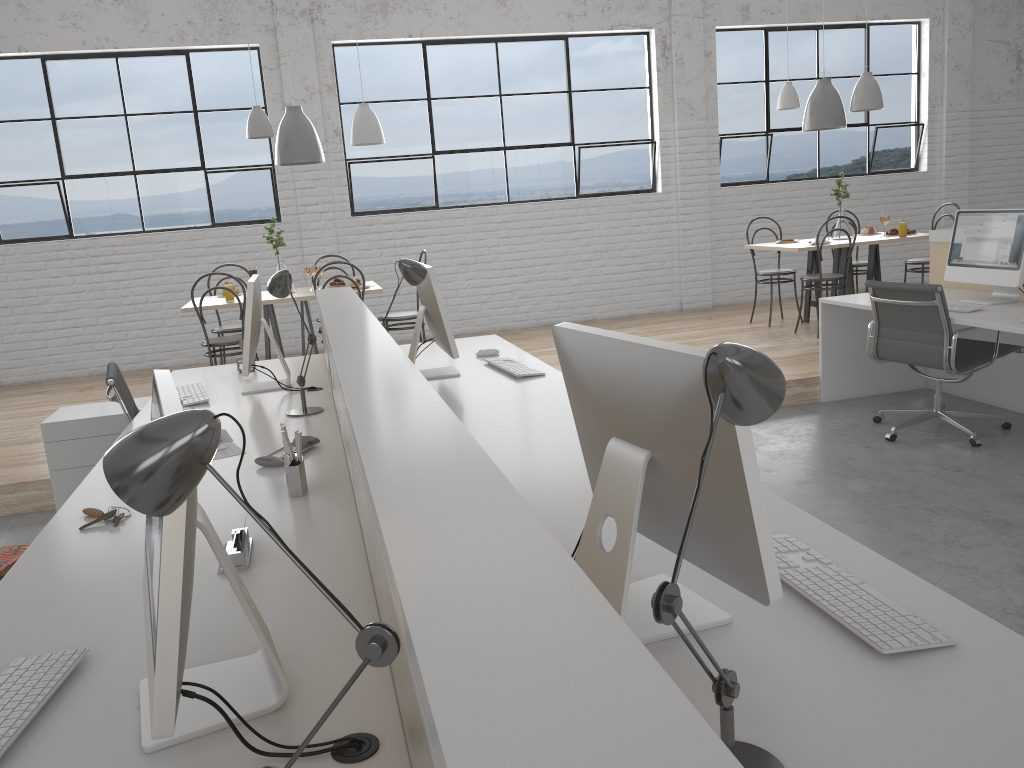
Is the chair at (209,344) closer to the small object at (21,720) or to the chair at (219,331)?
the chair at (219,331)

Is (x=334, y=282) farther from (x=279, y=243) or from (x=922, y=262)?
(x=922, y=262)

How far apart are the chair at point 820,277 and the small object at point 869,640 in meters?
4.1 m

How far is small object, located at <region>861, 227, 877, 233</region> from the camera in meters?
5.8

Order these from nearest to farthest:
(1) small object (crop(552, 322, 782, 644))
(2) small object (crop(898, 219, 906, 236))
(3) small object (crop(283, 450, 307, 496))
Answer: (1) small object (crop(552, 322, 782, 644)) → (3) small object (crop(283, 450, 307, 496)) → (2) small object (crop(898, 219, 906, 236))

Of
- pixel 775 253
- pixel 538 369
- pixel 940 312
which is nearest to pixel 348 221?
pixel 775 253

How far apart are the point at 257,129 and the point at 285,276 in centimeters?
Result: 239cm

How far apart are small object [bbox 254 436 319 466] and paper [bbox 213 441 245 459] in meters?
0.1 m

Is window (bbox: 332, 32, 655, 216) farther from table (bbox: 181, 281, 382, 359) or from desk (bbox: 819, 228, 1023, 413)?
desk (bbox: 819, 228, 1023, 413)

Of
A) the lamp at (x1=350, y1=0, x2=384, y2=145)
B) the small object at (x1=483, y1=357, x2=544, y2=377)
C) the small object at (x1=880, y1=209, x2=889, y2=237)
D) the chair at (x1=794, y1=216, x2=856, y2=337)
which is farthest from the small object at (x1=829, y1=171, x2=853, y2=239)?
the small object at (x1=483, y1=357, x2=544, y2=377)
